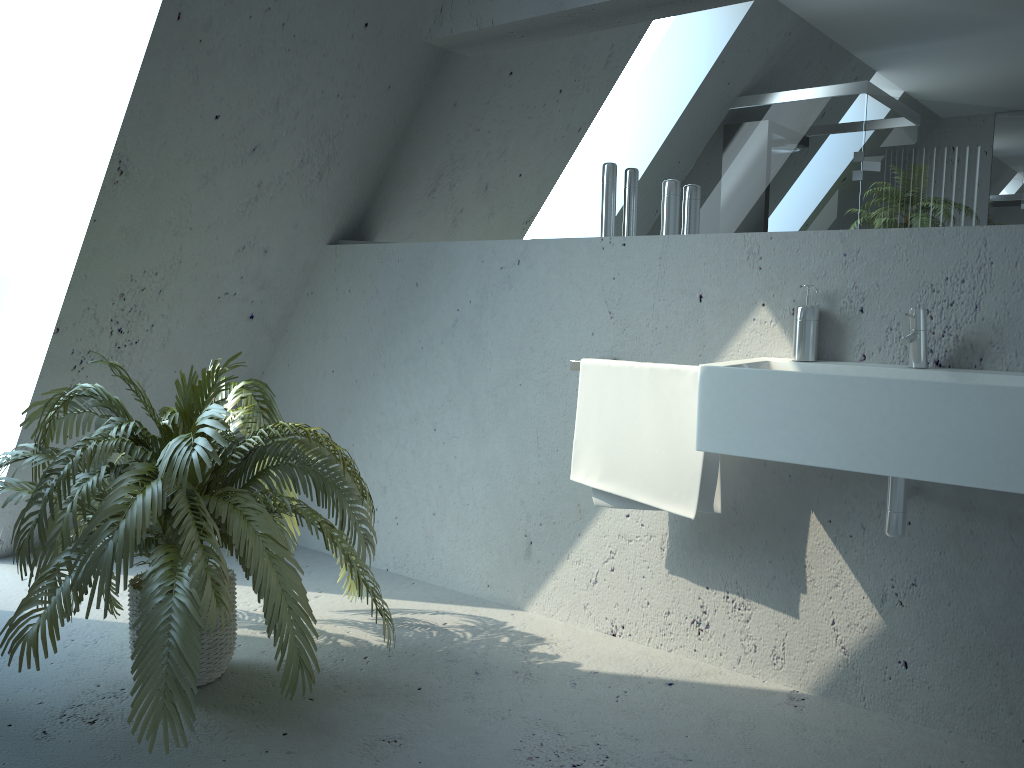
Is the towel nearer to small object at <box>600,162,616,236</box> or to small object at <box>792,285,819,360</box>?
small object at <box>792,285,819,360</box>

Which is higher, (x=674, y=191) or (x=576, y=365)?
(x=674, y=191)

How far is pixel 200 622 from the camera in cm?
185

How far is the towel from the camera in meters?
2.3

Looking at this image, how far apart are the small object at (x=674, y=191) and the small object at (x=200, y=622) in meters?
1.1

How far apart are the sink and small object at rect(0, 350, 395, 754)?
0.9m

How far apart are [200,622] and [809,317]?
1.6m

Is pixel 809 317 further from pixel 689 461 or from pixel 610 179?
pixel 610 179

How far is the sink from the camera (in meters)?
1.71

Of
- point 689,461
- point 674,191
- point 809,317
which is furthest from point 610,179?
point 689,461
